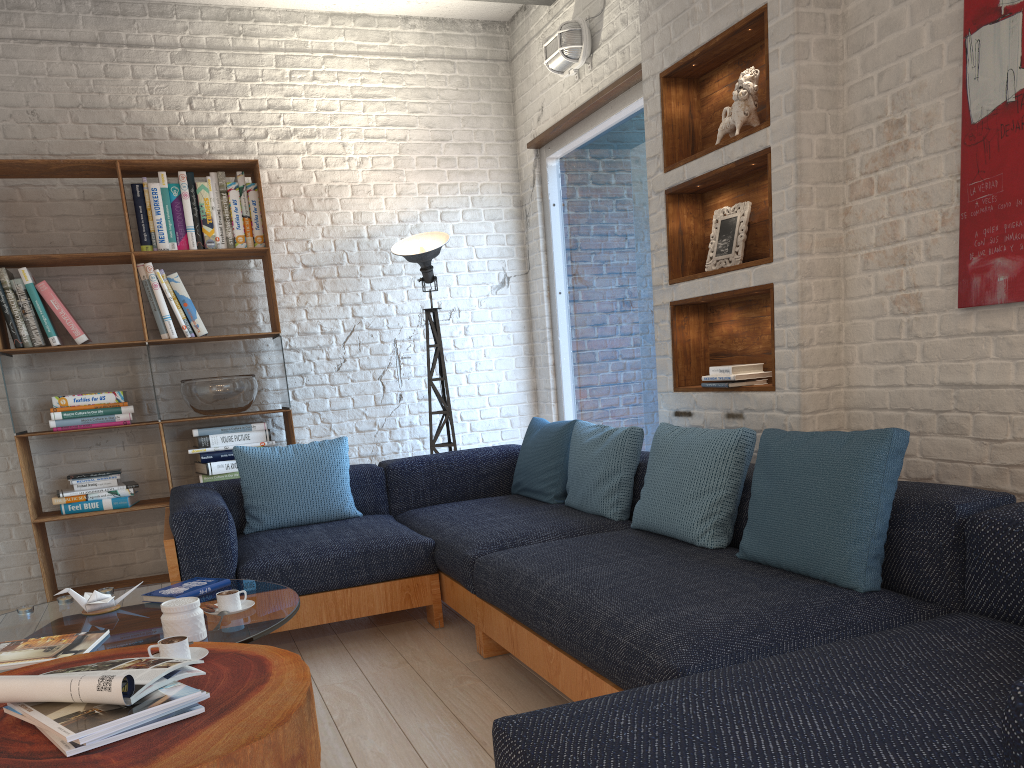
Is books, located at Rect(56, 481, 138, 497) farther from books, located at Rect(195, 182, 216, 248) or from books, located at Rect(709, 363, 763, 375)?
books, located at Rect(709, 363, 763, 375)

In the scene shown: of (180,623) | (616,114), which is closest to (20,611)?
(180,623)

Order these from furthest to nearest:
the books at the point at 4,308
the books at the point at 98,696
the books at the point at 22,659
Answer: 1. the books at the point at 4,308
2. the books at the point at 22,659
3. the books at the point at 98,696

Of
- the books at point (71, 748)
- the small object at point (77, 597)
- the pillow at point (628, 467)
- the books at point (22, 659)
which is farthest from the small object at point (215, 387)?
the books at point (71, 748)

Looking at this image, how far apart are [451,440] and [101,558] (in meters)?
2.07

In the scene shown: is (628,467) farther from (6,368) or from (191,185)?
(6,368)

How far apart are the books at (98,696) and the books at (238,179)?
3.24m

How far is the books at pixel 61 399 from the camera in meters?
4.4 m

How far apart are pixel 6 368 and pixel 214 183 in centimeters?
A: 138cm

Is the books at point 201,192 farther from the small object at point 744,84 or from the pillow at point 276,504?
the small object at point 744,84
